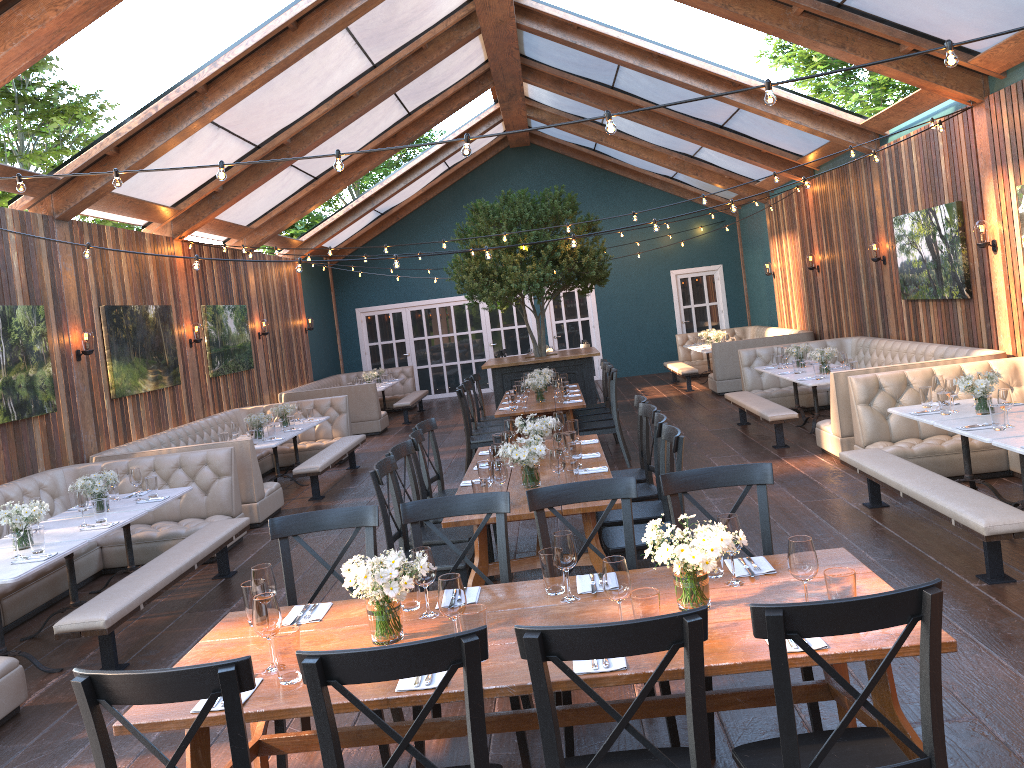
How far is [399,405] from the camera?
15.46m

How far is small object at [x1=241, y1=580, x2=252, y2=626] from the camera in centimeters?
335cm

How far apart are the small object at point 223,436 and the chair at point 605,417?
3.9m

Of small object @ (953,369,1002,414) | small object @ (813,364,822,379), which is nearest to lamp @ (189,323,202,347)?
small object @ (813,364,822,379)

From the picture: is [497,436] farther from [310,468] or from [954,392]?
[310,468]

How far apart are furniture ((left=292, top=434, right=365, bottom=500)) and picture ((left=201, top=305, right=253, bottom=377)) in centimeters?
230cm

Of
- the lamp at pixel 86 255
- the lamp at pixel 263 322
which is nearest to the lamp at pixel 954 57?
the lamp at pixel 86 255

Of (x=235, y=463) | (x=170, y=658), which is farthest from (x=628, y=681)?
(x=235, y=463)

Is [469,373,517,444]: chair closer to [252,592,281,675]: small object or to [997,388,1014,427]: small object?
[997,388,1014,427]: small object

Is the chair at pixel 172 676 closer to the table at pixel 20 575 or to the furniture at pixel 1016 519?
the table at pixel 20 575
